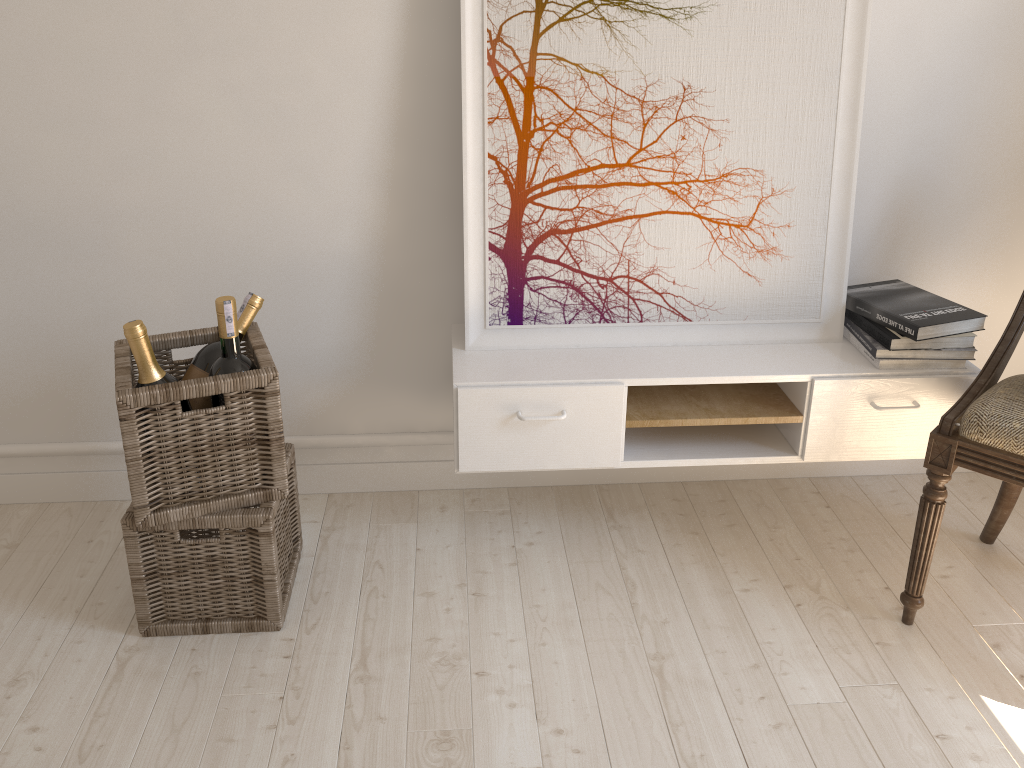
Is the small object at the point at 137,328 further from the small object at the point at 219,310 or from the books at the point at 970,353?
the books at the point at 970,353

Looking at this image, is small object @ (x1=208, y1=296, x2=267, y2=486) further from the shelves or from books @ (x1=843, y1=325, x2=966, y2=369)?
books @ (x1=843, y1=325, x2=966, y2=369)

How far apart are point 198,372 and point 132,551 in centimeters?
36cm

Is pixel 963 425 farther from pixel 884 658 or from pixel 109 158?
pixel 109 158

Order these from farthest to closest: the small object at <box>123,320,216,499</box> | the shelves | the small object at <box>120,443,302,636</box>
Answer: the shelves < the small object at <box>120,443,302,636</box> < the small object at <box>123,320,216,499</box>

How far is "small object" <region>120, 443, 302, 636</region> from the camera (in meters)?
1.69

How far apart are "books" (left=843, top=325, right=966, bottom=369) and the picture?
0.0m

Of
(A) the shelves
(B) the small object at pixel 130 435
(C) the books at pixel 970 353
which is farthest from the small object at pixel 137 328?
(C) the books at pixel 970 353

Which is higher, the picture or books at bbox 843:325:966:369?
the picture

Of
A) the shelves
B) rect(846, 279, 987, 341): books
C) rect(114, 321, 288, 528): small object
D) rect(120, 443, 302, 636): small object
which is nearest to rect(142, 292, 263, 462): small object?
rect(114, 321, 288, 528): small object
